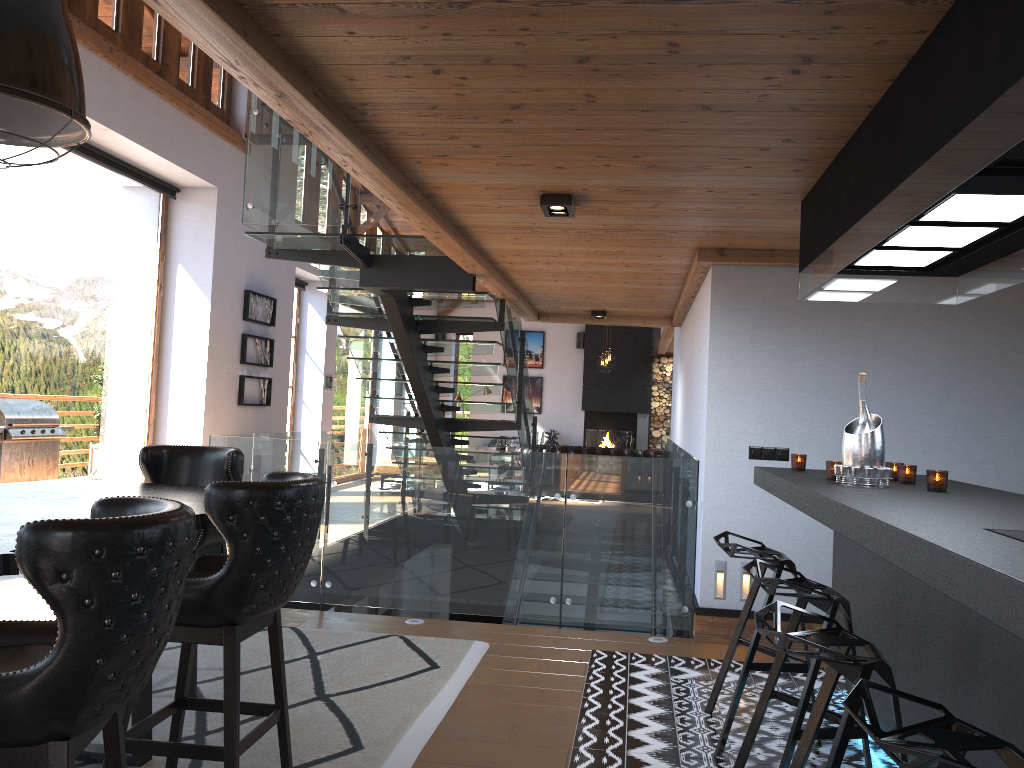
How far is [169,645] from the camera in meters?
4.7 m

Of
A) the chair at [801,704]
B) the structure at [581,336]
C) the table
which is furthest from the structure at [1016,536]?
the structure at [581,336]

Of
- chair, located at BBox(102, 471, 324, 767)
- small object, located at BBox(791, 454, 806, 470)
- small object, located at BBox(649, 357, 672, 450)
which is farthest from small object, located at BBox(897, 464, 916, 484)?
small object, located at BBox(649, 357, 672, 450)

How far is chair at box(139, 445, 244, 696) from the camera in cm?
412

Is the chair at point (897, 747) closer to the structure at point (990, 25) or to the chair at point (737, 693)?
the structure at point (990, 25)

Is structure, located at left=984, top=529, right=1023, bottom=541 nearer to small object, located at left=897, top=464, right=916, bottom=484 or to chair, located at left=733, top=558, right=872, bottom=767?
chair, located at left=733, top=558, right=872, bottom=767

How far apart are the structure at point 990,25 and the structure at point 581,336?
14.9m

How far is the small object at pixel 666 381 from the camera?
18.5 meters

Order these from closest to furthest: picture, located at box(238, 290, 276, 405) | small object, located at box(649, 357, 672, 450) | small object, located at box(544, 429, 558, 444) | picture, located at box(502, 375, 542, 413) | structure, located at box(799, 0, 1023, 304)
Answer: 1. structure, located at box(799, 0, 1023, 304)
2. picture, located at box(238, 290, 276, 405)
3. small object, located at box(649, 357, 672, 450)
4. small object, located at box(544, 429, 558, 444)
5. picture, located at box(502, 375, 542, 413)

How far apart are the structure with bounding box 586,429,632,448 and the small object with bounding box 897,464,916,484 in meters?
14.9
